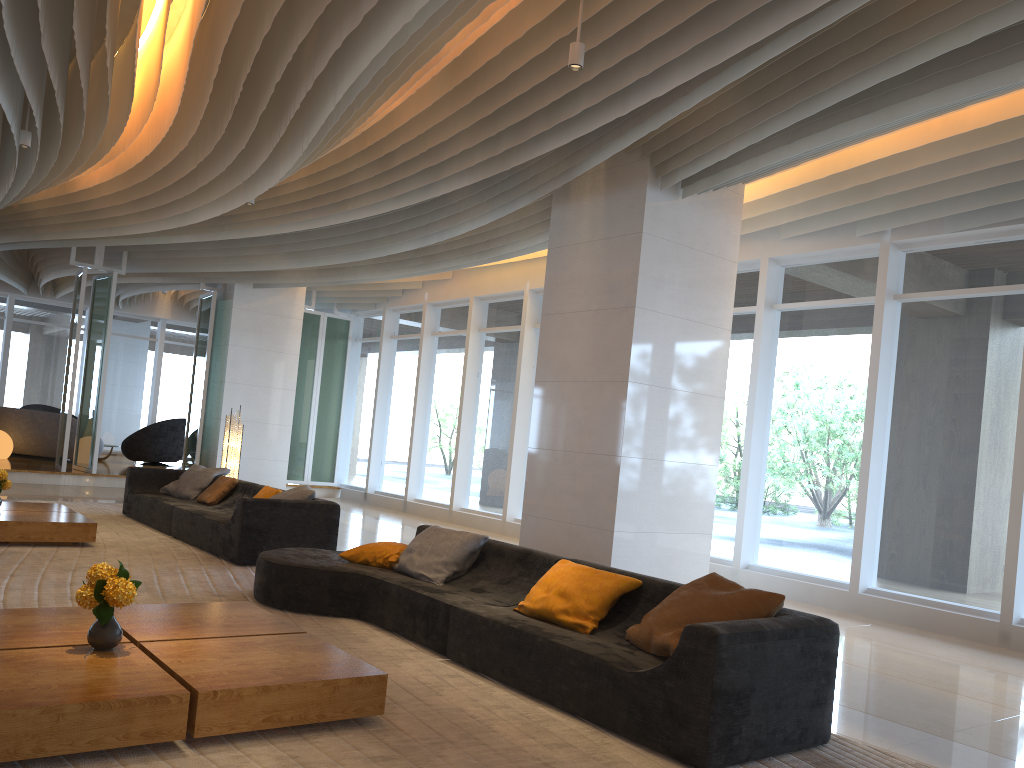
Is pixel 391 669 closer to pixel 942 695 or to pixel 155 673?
pixel 155 673

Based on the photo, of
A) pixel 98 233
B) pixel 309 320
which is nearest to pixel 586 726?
pixel 98 233

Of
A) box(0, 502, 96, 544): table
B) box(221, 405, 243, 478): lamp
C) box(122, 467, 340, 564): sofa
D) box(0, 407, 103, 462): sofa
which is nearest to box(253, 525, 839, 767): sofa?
box(122, 467, 340, 564): sofa

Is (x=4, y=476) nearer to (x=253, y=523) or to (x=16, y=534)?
(x=16, y=534)

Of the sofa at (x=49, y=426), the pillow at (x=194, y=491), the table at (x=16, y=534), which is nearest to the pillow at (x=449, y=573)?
the table at (x=16, y=534)

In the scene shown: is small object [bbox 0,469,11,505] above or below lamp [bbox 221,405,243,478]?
below

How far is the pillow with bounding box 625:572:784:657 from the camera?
4.1m

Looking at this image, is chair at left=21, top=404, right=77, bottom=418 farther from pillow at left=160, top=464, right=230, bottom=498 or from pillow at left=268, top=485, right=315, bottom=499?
pillow at left=268, top=485, right=315, bottom=499

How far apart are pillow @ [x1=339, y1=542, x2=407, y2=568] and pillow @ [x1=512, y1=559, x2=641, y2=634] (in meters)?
1.38

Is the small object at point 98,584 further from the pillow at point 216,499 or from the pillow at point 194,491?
the pillow at point 194,491
